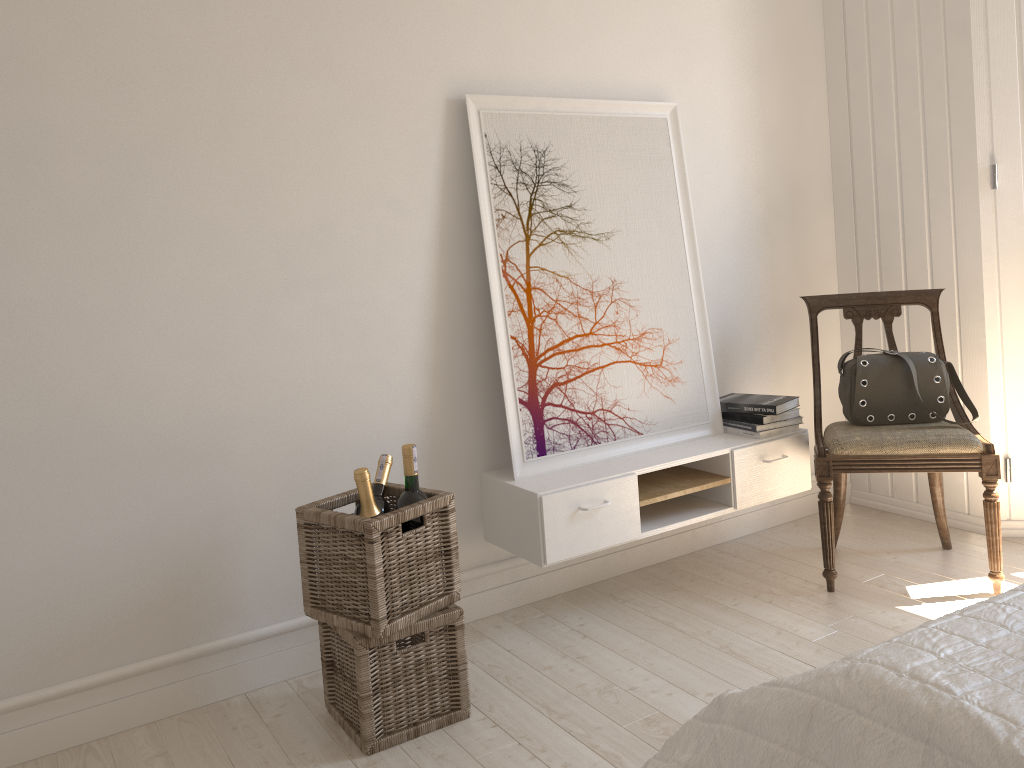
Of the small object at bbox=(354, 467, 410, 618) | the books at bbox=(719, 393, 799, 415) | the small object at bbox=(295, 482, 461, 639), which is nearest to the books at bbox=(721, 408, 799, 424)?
the books at bbox=(719, 393, 799, 415)

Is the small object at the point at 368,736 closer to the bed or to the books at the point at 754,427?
the bed

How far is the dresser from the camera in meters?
3.0

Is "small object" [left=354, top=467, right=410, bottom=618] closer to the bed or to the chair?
the bed

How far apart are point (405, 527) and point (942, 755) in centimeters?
134cm

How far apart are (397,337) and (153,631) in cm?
102

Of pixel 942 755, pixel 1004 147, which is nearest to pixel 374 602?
pixel 942 755

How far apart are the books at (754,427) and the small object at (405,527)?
1.30m

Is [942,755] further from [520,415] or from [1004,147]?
[1004,147]

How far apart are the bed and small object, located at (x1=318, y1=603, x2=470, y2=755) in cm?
80
